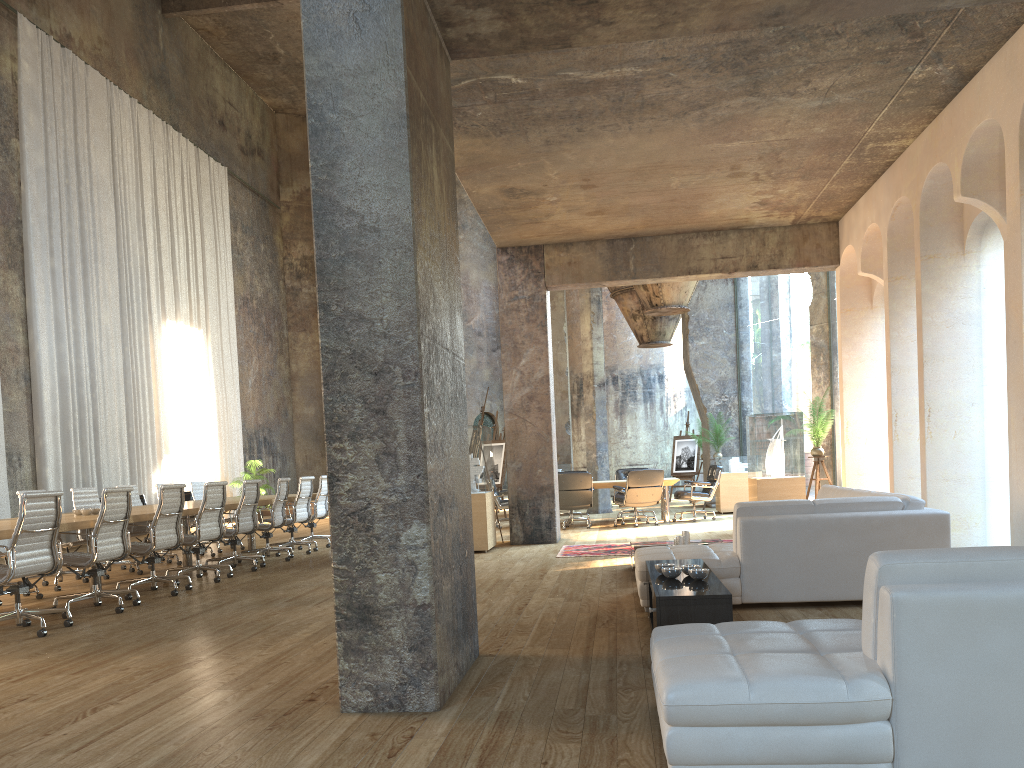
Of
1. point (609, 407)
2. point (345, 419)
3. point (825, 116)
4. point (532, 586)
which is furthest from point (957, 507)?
point (609, 407)

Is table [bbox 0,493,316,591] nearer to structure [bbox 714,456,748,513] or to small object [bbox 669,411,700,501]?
structure [bbox 714,456,748,513]

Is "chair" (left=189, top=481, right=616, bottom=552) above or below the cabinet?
above

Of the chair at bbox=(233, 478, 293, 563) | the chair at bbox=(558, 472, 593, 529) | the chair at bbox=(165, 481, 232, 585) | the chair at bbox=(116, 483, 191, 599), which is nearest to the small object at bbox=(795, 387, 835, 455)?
the chair at bbox=(558, 472, 593, 529)

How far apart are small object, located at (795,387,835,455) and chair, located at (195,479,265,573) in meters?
7.0

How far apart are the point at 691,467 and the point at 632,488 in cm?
Answer: 734

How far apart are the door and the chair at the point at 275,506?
15.15m

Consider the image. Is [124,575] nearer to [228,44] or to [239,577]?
[239,577]

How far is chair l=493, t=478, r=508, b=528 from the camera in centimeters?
1426cm

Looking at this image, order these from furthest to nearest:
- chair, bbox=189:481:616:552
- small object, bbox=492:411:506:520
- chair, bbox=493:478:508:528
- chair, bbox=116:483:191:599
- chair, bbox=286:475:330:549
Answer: small object, bbox=492:411:506:520, chair, bbox=493:478:508:528, chair, bbox=189:481:616:552, chair, bbox=286:475:330:549, chair, bbox=116:483:191:599
